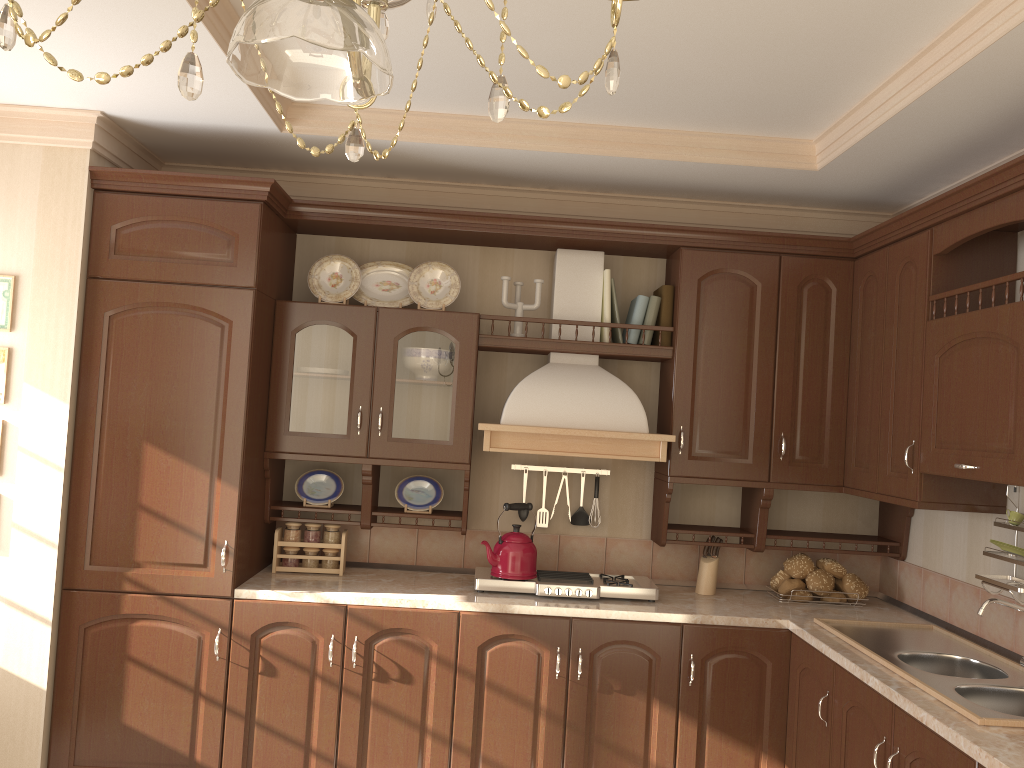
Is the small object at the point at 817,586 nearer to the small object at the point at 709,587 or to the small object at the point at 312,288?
the small object at the point at 709,587

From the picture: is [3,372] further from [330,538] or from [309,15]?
[309,15]

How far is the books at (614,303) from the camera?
3.6 meters

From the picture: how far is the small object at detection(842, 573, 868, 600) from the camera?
3.55m

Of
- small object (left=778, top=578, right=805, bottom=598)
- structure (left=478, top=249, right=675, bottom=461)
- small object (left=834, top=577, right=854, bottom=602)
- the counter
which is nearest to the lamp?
the counter

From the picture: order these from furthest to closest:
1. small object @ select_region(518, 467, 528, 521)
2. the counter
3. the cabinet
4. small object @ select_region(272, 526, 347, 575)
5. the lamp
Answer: small object @ select_region(518, 467, 528, 521)
small object @ select_region(272, 526, 347, 575)
the cabinet
the counter
the lamp

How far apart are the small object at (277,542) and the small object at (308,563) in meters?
0.0 m

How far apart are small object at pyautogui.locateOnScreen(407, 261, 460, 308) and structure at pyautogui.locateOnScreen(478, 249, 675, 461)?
0.4 meters

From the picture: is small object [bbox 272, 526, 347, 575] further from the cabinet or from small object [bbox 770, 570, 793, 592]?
small object [bbox 770, 570, 793, 592]

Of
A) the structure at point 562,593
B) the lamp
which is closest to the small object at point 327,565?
the structure at point 562,593
